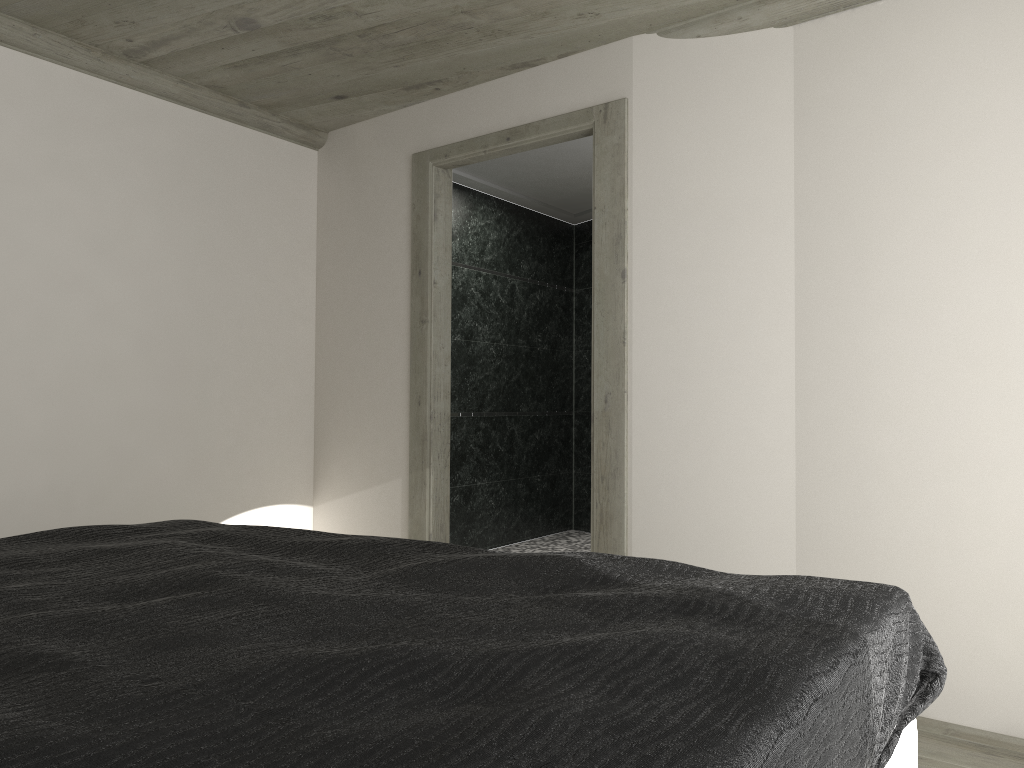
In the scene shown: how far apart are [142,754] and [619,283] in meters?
3.2 m

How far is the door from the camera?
3.9 meters

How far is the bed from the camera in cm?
93

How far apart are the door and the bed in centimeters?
170cm

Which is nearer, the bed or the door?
the bed

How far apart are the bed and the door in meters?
1.7 m

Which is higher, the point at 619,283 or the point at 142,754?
the point at 619,283

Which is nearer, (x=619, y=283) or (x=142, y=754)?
(x=142, y=754)

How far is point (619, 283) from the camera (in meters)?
3.87

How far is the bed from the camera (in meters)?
0.93
